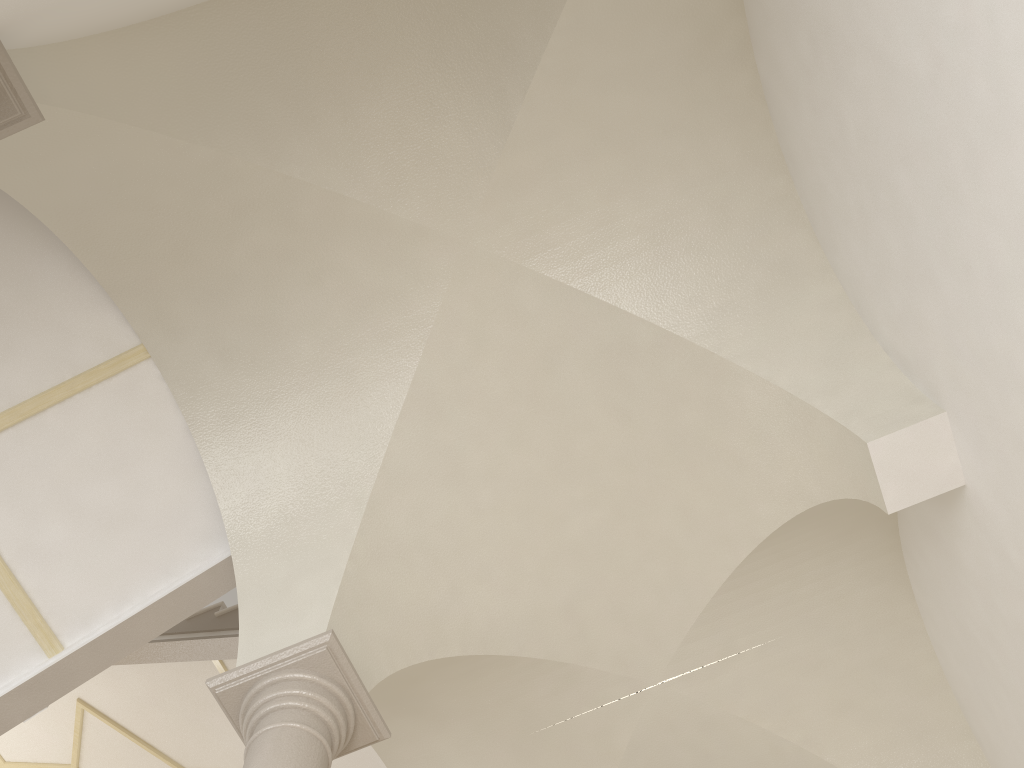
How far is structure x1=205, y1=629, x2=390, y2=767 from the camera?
4.02m

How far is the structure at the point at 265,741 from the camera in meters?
4.0
